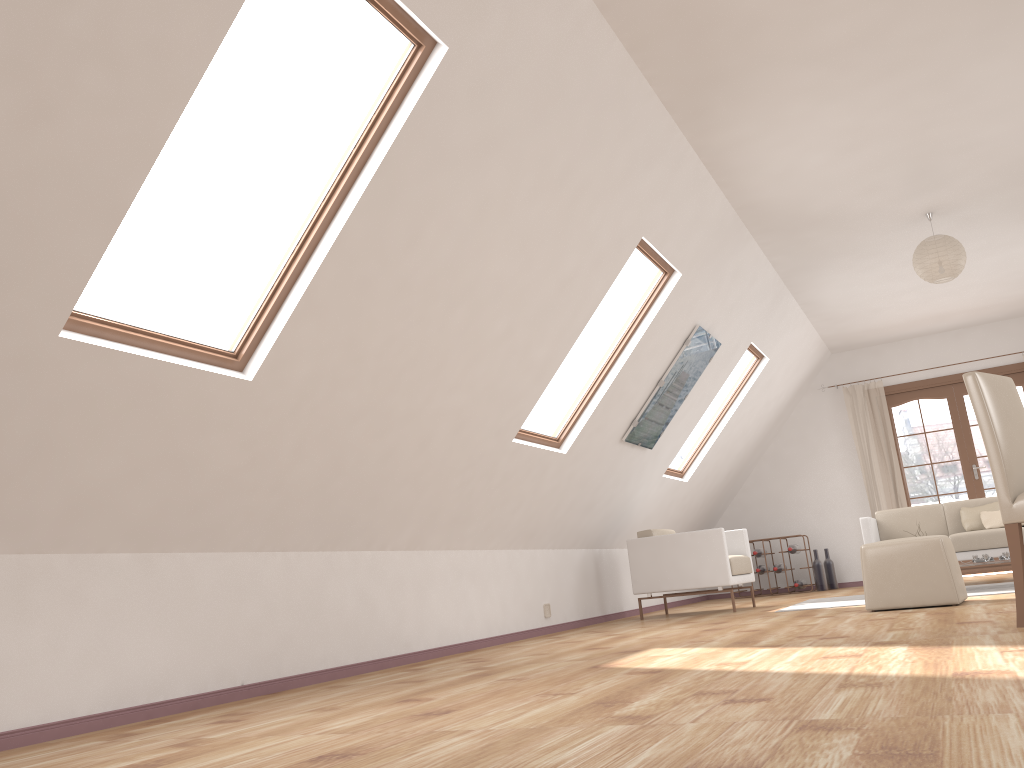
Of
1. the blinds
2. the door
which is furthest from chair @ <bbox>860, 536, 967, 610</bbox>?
the door

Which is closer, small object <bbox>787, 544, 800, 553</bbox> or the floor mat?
the floor mat

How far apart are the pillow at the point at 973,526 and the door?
1.9m

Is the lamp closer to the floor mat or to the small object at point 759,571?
the floor mat

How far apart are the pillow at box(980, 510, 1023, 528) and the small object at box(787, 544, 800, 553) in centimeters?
228cm

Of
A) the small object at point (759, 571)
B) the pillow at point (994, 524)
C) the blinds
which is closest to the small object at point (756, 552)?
the small object at point (759, 571)

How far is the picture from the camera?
6.5m

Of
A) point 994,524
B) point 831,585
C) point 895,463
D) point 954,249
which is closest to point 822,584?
point 831,585

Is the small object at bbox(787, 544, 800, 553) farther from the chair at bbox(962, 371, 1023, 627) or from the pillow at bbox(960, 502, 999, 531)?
the chair at bbox(962, 371, 1023, 627)

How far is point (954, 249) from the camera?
6.0 meters
